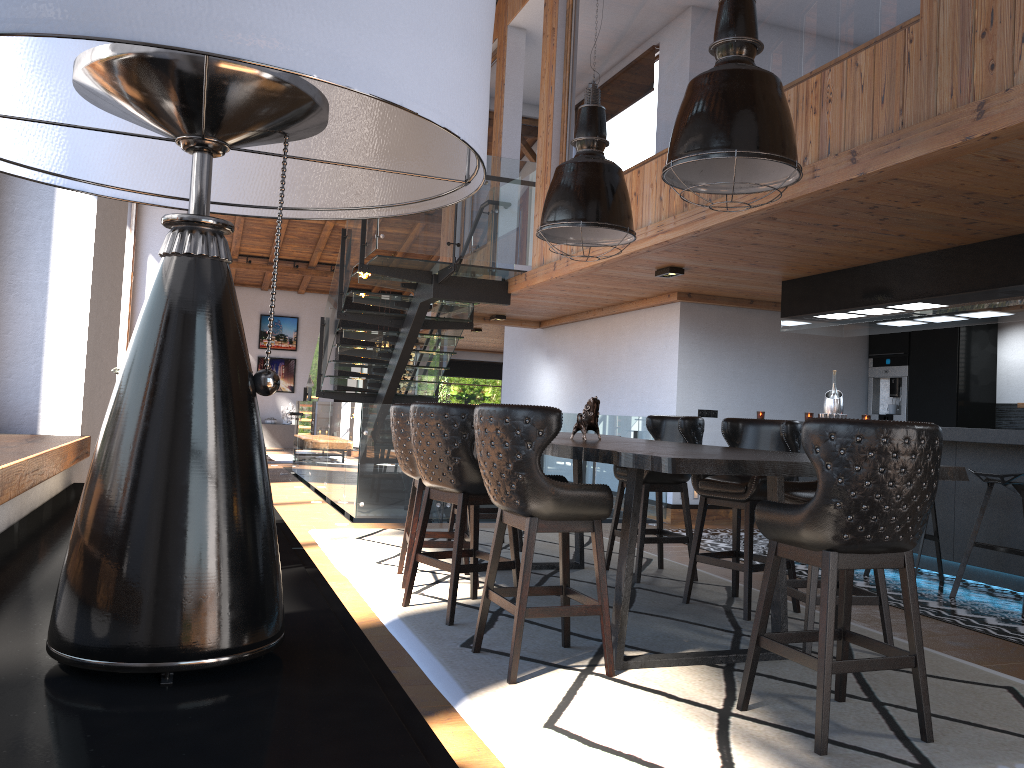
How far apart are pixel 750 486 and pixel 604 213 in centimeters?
177cm

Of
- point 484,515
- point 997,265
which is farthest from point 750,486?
point 997,265

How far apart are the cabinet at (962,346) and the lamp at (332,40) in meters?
9.1

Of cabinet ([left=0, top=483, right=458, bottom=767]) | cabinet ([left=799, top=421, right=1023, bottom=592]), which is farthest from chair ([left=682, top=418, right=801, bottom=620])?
cabinet ([left=0, top=483, right=458, bottom=767])

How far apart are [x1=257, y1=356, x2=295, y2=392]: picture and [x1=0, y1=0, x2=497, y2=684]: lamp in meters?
20.8

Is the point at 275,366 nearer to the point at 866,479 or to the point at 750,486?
the point at 750,486

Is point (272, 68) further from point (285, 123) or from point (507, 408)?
point (507, 408)

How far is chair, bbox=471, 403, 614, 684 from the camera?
3.4 meters

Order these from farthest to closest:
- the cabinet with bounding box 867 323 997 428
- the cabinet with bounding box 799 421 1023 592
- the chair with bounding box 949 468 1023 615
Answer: the cabinet with bounding box 867 323 997 428
the cabinet with bounding box 799 421 1023 592
the chair with bounding box 949 468 1023 615

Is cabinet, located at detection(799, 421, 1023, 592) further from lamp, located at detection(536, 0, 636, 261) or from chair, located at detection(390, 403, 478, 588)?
chair, located at detection(390, 403, 478, 588)
